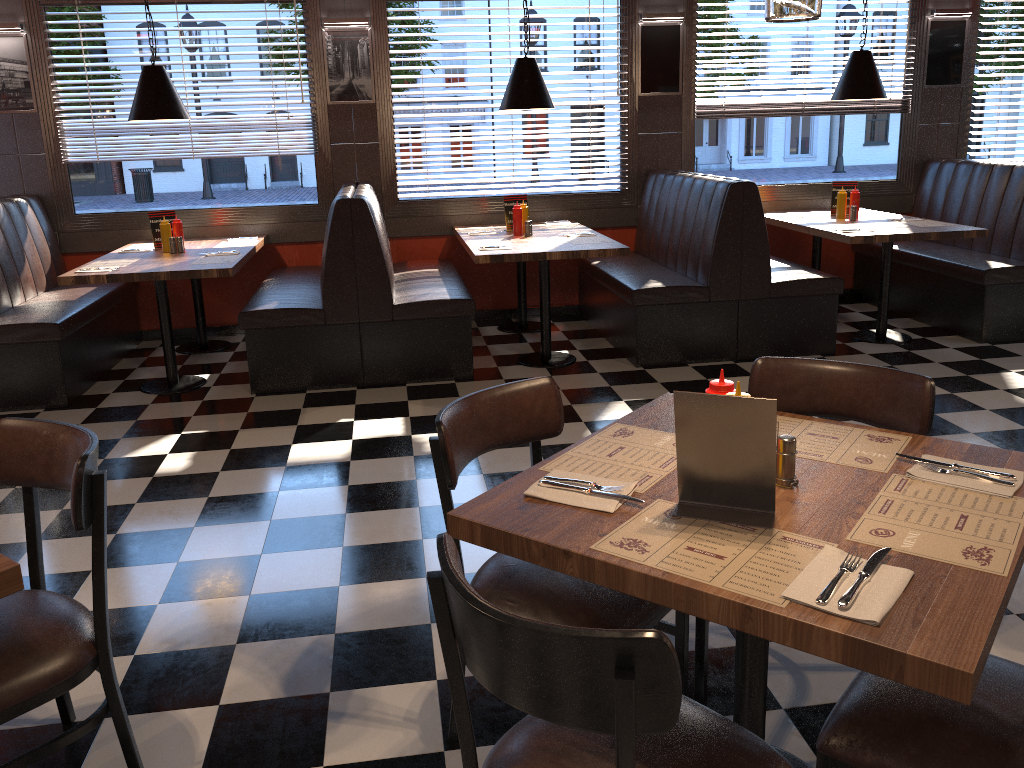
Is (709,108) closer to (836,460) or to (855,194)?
(855,194)

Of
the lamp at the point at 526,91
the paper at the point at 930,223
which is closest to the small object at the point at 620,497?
the lamp at the point at 526,91

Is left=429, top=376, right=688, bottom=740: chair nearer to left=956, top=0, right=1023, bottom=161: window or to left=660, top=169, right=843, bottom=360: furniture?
left=660, top=169, right=843, bottom=360: furniture

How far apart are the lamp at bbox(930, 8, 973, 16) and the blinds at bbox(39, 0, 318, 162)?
4.9m

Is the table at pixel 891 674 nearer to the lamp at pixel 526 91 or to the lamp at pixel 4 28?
the lamp at pixel 526 91

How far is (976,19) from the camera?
7.1m

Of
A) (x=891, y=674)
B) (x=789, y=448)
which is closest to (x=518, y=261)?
(x=789, y=448)

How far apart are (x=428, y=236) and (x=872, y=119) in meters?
3.7

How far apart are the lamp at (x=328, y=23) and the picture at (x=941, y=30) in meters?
4.4 m

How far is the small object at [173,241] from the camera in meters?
5.8
